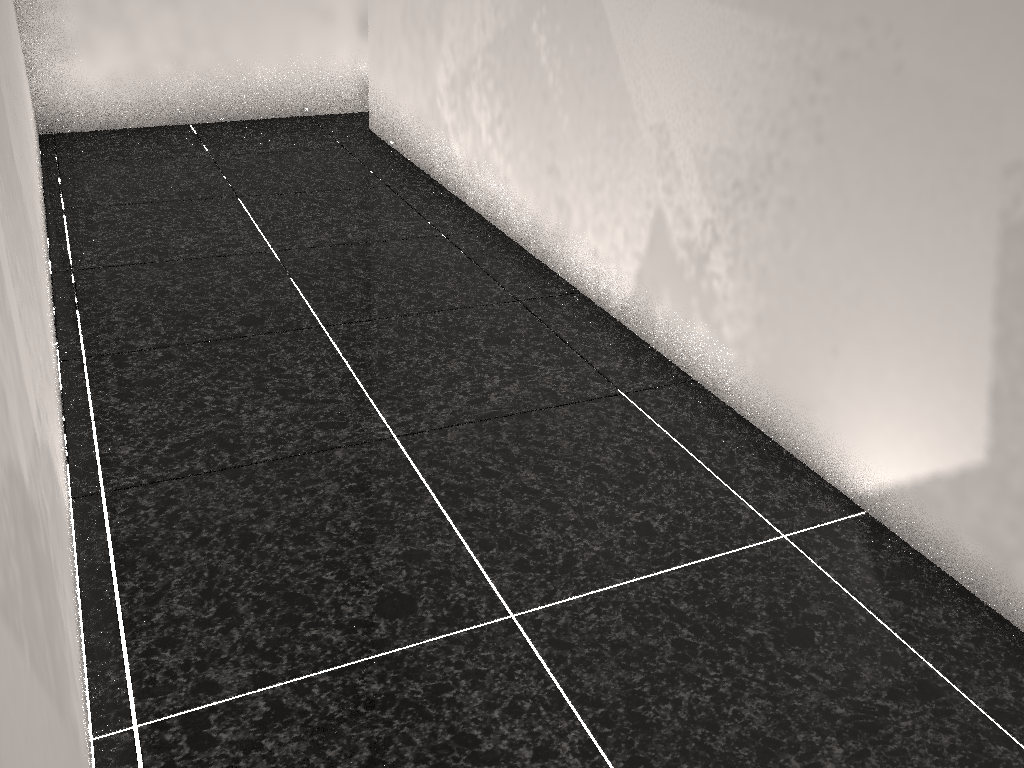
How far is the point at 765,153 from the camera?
1.9 meters
